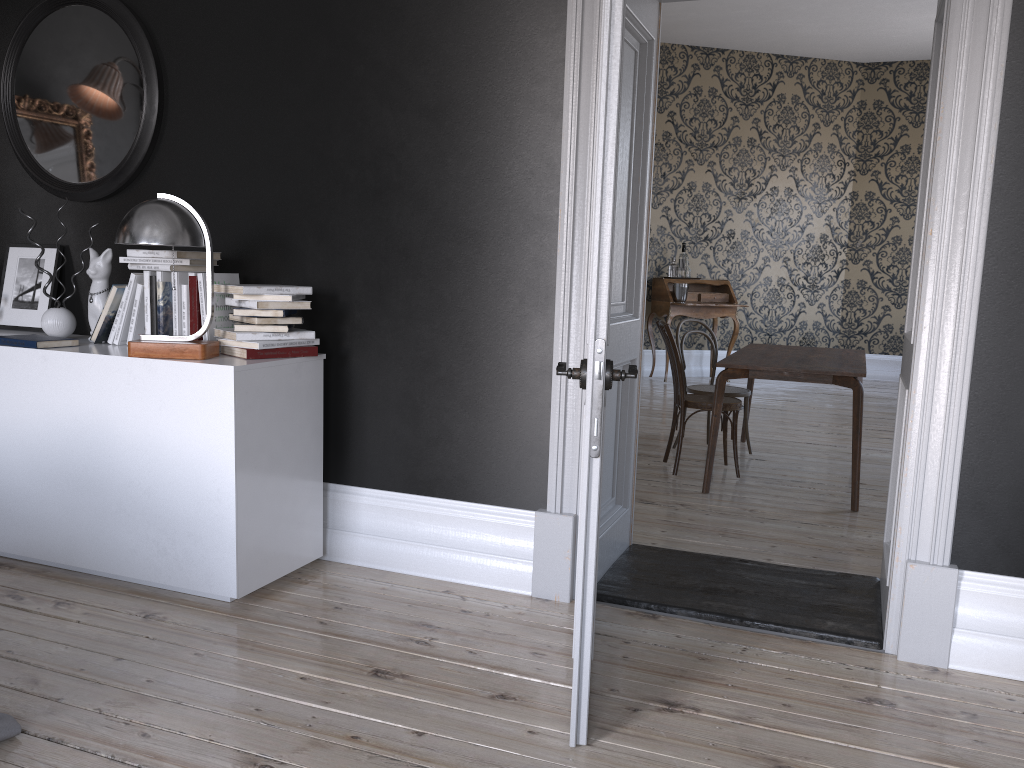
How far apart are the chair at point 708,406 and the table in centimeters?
28cm

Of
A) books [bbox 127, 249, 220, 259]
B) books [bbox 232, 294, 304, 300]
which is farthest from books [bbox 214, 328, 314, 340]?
books [bbox 127, 249, 220, 259]

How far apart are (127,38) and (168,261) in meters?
1.1

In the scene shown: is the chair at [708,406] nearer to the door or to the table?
the table

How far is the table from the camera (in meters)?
4.81

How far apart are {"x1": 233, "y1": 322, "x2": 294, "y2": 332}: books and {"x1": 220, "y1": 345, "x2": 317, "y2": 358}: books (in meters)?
0.08

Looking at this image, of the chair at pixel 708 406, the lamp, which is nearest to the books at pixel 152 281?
the lamp

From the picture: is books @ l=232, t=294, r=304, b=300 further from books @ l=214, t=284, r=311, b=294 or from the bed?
the bed

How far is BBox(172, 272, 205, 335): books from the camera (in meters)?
3.49

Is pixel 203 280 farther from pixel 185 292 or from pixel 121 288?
pixel 121 288
